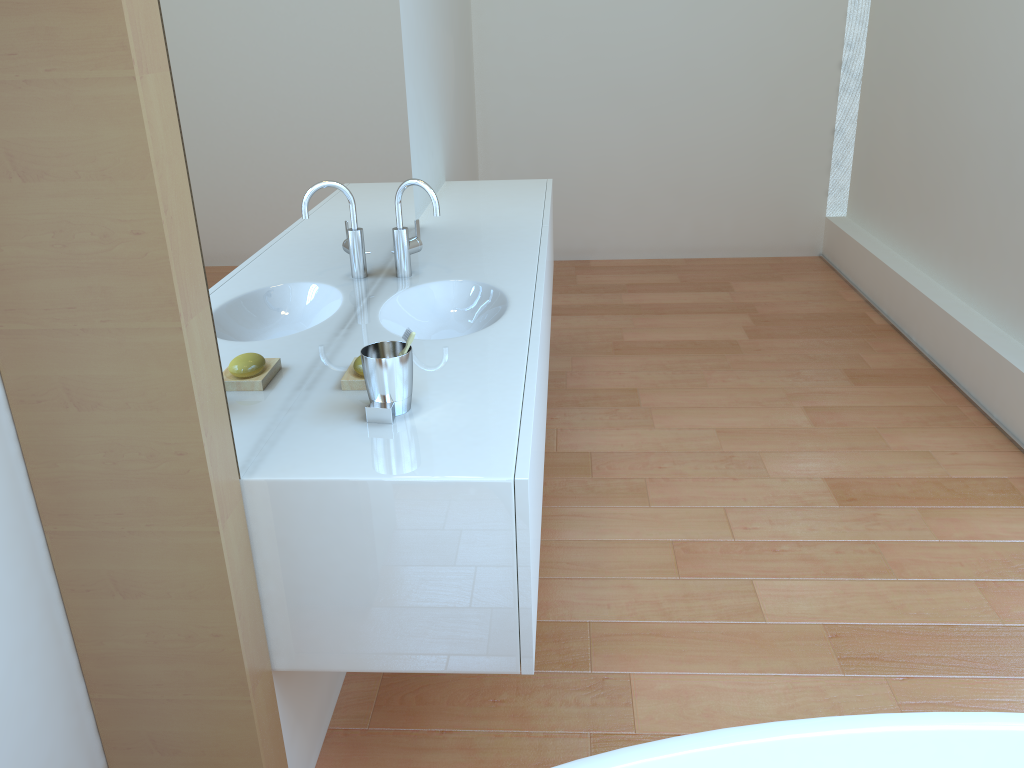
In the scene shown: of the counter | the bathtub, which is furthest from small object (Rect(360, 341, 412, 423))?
the bathtub

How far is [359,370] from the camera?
1.71m

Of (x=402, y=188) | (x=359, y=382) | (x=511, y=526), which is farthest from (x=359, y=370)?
(x=402, y=188)

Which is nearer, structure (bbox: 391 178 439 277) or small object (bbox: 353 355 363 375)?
small object (bbox: 353 355 363 375)

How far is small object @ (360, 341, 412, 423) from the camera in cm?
154

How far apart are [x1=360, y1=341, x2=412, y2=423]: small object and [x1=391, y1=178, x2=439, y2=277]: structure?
0.8m

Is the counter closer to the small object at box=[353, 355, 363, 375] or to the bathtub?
the small object at box=[353, 355, 363, 375]

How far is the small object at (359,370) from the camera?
1.71m

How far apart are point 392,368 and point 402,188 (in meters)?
0.93

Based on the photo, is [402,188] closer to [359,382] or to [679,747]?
[359,382]
